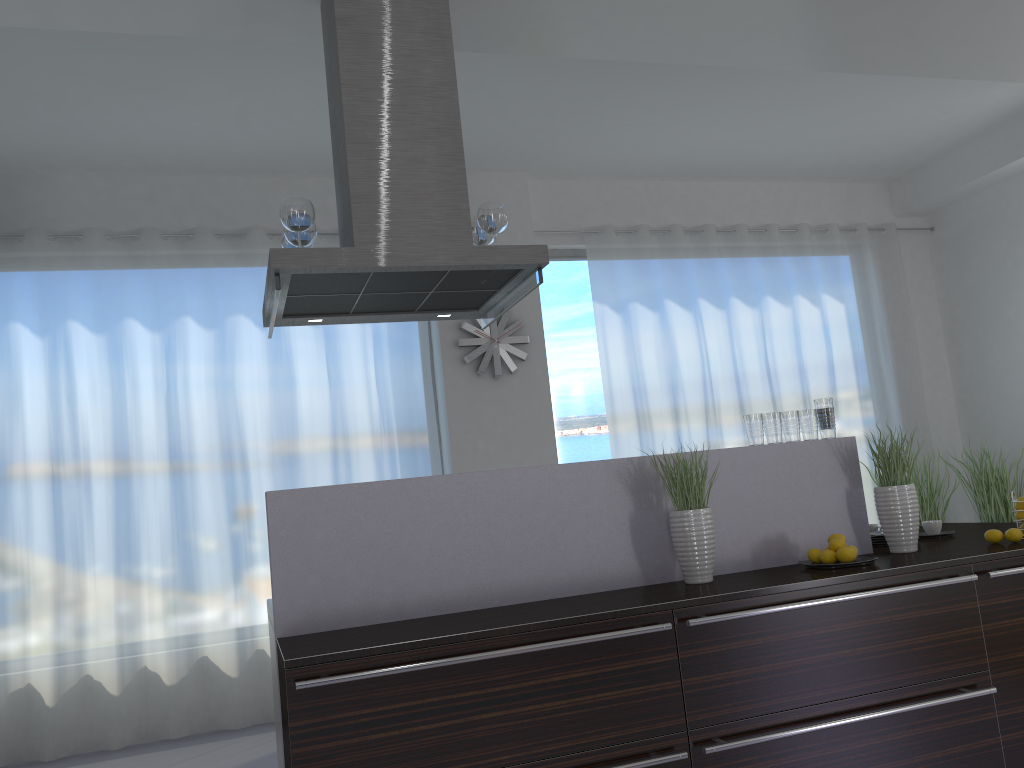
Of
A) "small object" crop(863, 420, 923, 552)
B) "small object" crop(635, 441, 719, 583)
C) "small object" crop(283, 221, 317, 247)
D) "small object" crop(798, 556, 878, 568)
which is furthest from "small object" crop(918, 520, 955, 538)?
"small object" crop(283, 221, 317, 247)

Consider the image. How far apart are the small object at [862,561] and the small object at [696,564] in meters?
0.4 m

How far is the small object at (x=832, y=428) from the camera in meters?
3.4 m

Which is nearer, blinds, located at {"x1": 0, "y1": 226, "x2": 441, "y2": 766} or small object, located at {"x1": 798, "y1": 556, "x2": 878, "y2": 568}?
small object, located at {"x1": 798, "y1": 556, "x2": 878, "y2": 568}

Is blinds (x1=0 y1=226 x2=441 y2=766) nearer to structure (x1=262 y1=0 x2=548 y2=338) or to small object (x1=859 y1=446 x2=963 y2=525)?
structure (x1=262 y1=0 x2=548 y2=338)

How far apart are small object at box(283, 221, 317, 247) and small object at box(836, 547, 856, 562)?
2.2m

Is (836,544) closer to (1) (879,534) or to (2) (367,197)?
(1) (879,534)

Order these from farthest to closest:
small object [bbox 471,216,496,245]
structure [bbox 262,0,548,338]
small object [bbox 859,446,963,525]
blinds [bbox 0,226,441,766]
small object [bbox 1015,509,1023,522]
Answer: small object [bbox 859,446,963,525], blinds [bbox 0,226,441,766], small object [bbox 471,216,496,245], small object [bbox 1015,509,1023,522], structure [bbox 262,0,548,338]

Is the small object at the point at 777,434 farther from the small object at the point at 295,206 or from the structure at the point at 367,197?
the small object at the point at 295,206

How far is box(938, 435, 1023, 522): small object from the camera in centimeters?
645cm
